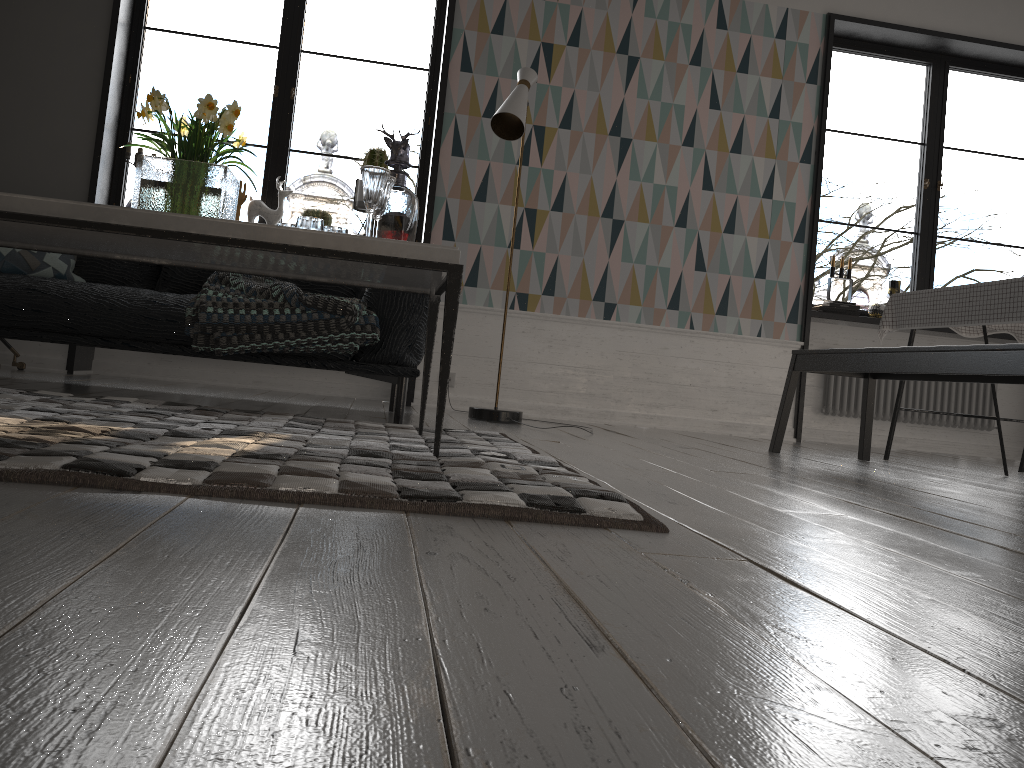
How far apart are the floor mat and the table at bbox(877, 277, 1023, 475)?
2.0 meters

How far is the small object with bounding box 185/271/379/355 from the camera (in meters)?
3.11

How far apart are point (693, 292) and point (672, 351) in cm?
37

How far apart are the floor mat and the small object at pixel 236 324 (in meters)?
0.29

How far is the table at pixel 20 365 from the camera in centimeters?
453cm

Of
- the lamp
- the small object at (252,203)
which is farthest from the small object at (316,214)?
the lamp

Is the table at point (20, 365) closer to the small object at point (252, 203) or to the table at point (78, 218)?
the small object at point (252, 203)

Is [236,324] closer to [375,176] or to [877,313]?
[375,176]

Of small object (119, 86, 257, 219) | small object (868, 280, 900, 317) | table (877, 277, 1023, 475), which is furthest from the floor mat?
small object (868, 280, 900, 317)

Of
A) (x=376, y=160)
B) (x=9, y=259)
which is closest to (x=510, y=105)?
(x=376, y=160)
